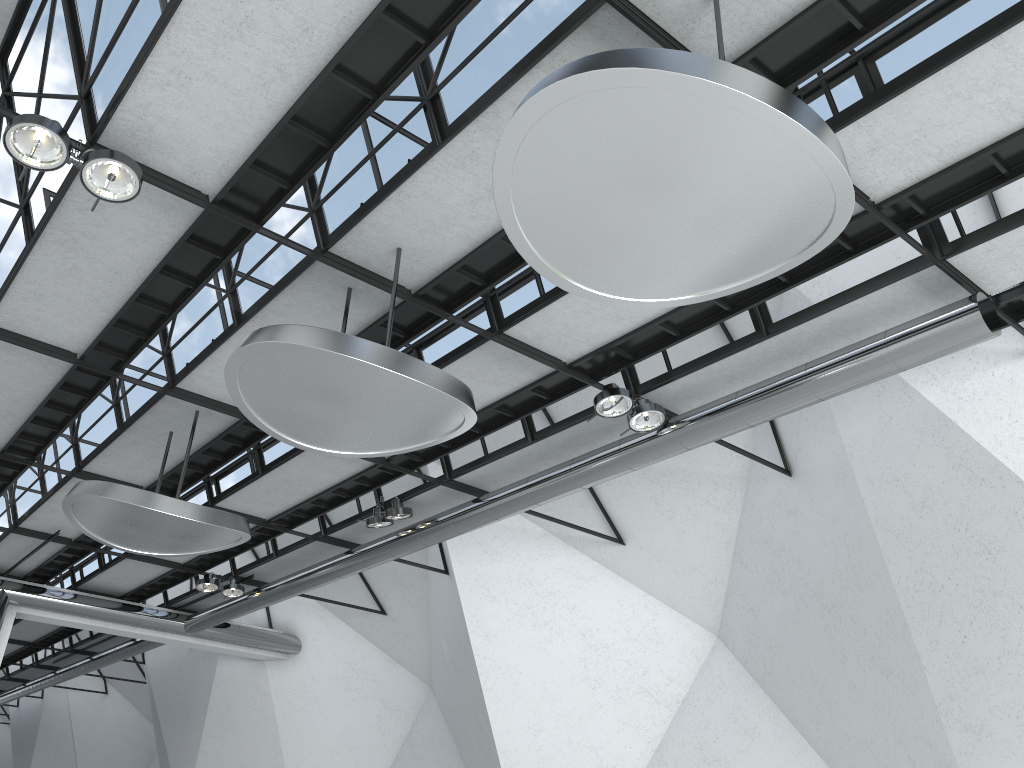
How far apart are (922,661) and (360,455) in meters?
32.8
